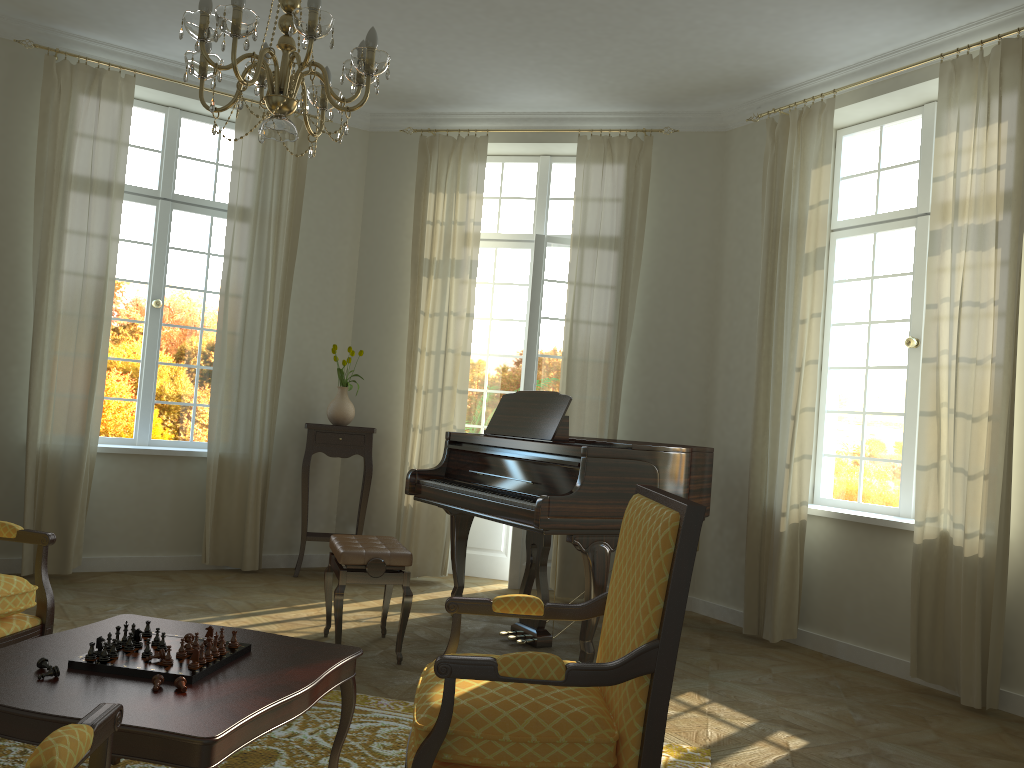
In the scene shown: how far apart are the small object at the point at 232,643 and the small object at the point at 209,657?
0.2 meters

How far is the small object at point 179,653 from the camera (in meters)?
2.51

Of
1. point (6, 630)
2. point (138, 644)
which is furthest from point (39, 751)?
point (6, 630)

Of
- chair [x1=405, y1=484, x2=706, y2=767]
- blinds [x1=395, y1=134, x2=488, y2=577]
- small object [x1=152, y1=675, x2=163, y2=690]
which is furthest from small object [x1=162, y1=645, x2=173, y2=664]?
blinds [x1=395, y1=134, x2=488, y2=577]

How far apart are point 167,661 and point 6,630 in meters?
1.0

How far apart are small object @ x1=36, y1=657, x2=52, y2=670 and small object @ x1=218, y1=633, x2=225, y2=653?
0.5m

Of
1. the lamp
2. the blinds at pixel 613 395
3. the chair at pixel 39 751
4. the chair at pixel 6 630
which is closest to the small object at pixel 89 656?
the chair at pixel 6 630

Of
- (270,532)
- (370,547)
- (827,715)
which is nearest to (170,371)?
(270,532)

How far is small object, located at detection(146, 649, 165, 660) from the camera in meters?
2.5

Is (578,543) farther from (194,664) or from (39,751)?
(39,751)
